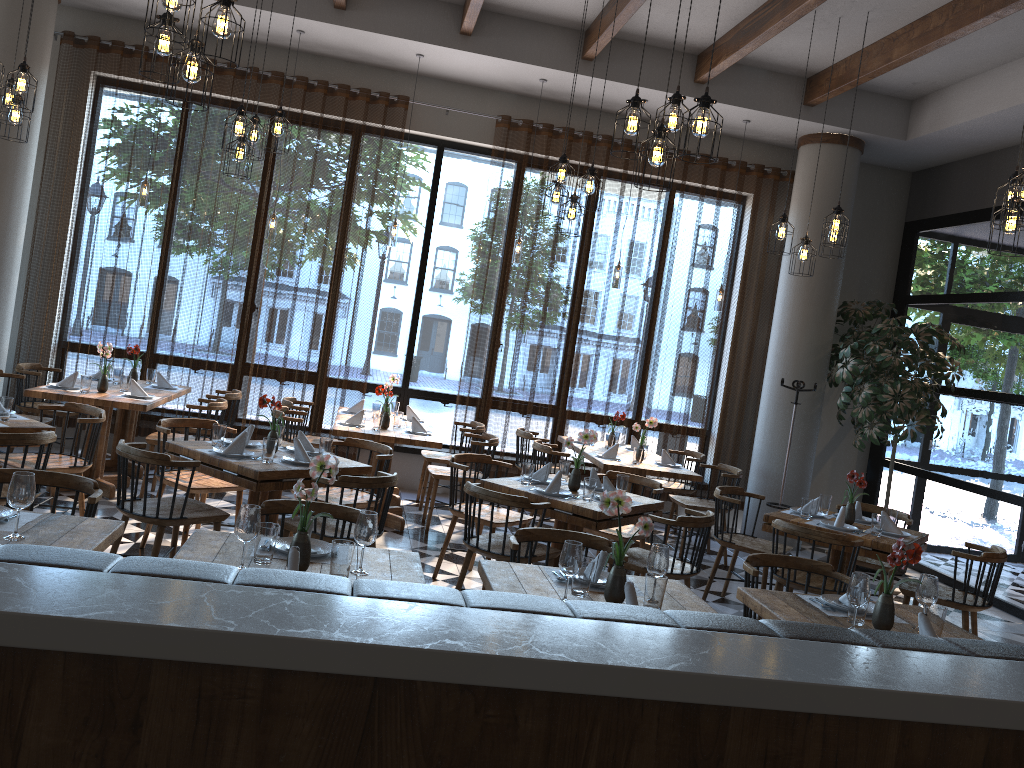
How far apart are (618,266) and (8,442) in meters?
5.5

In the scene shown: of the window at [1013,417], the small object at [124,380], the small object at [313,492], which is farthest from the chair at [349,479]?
the window at [1013,417]

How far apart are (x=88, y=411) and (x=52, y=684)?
4.83m

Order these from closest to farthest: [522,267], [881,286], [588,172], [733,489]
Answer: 1. [588,172]
2. [733,489]
3. [522,267]
4. [881,286]

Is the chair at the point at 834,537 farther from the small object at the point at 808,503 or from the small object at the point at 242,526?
the small object at the point at 242,526

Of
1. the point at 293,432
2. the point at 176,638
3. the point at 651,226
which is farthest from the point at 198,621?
the point at 651,226

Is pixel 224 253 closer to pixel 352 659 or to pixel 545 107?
pixel 545 107

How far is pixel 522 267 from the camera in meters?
8.8

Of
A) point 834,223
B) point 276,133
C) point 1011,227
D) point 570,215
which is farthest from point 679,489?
point 276,133

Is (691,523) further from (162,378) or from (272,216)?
(162,378)
